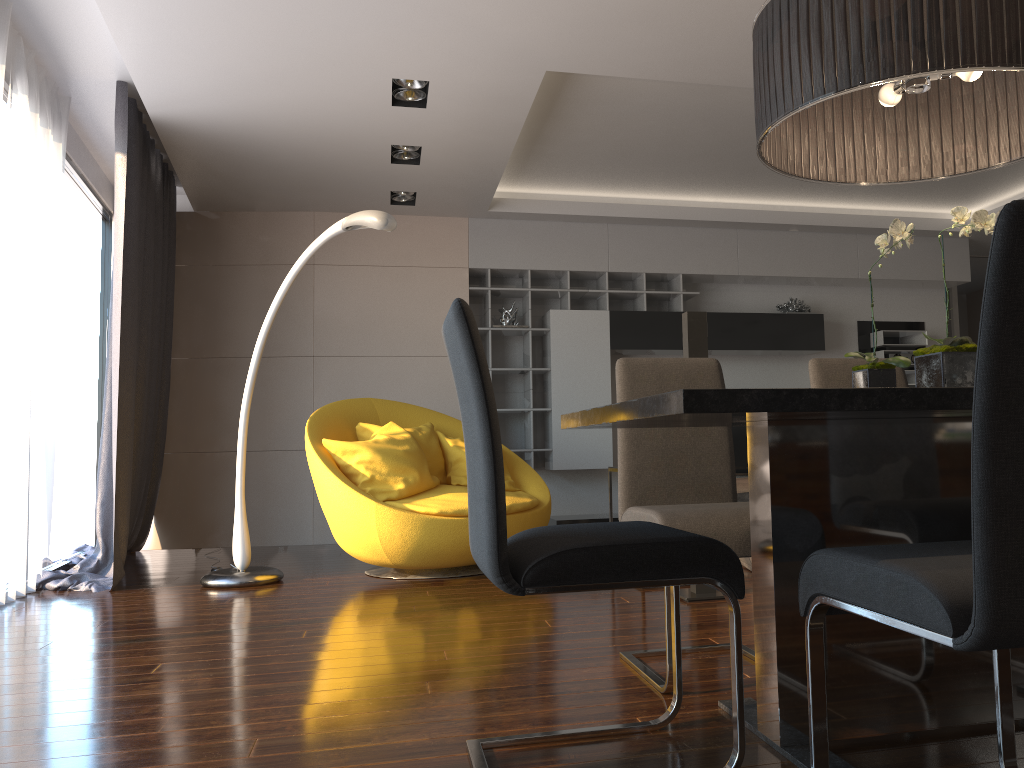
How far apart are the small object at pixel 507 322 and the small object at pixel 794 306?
2.3 meters

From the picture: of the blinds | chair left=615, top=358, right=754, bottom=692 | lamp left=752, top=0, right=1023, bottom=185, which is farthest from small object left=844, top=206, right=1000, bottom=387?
the blinds

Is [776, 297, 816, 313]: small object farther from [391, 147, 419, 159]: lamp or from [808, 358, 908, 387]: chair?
[808, 358, 908, 387]: chair

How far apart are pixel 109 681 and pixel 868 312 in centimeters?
697cm

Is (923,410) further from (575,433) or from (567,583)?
(575,433)

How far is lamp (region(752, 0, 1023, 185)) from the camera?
1.7m

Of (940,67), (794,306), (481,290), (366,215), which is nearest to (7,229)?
(366,215)

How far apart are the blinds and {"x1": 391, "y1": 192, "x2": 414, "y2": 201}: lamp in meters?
1.6

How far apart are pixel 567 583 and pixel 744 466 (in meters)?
6.07

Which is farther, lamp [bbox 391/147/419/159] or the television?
the television
